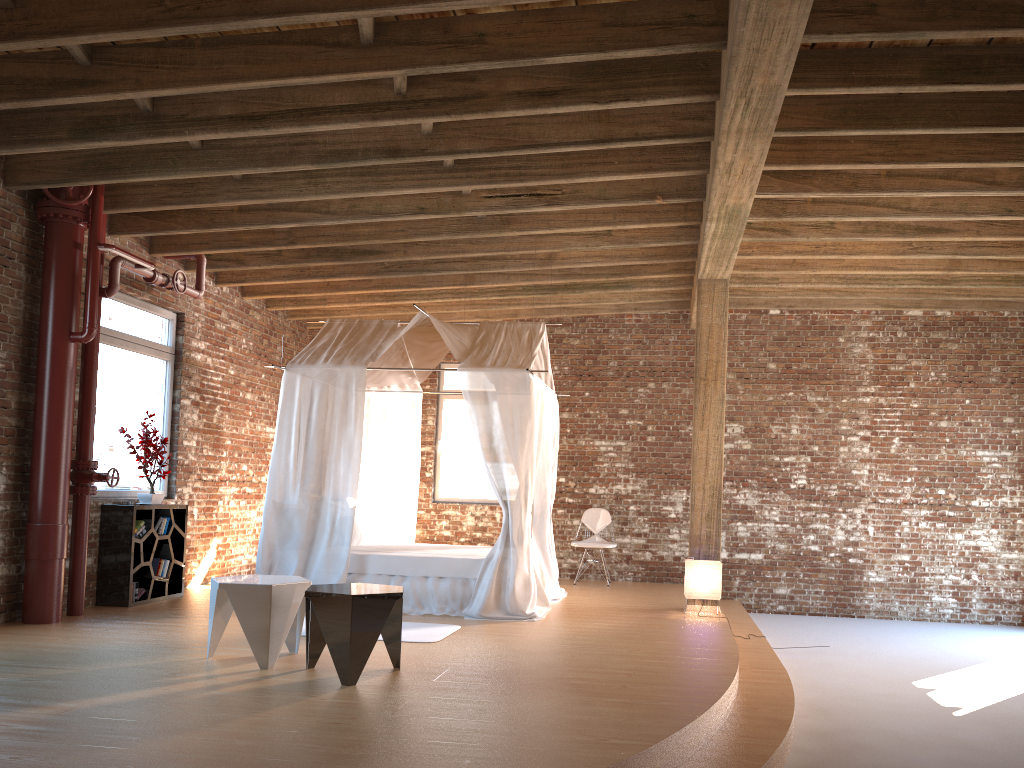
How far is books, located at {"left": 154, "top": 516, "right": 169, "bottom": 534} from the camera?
7.8m

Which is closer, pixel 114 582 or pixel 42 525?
pixel 42 525

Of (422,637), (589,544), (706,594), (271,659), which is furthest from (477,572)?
(589,544)

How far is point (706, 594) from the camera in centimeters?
761cm

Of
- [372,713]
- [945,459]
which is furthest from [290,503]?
[945,459]

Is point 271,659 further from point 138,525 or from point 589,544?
point 589,544

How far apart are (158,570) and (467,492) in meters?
4.3 m

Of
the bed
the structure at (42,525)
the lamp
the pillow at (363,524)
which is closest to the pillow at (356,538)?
the bed

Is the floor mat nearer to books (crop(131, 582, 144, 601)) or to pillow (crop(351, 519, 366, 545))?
pillow (crop(351, 519, 366, 545))

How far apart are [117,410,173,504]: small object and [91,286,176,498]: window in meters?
0.1
